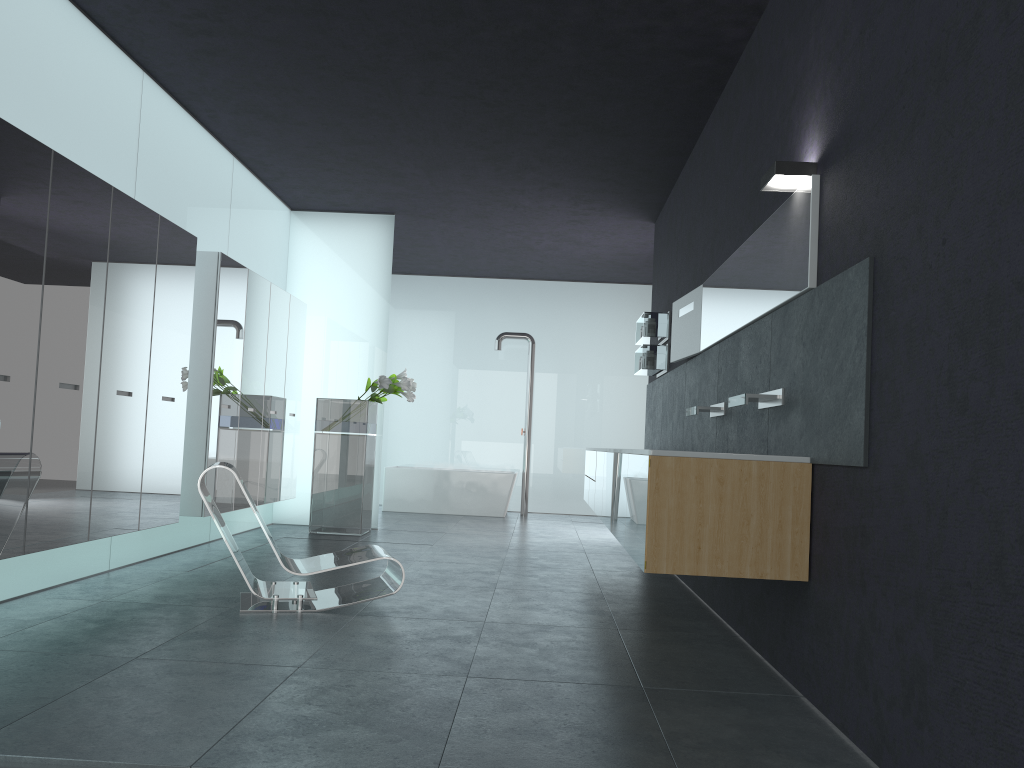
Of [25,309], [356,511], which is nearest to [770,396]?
[25,309]

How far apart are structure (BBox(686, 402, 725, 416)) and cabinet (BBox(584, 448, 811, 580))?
0.63m

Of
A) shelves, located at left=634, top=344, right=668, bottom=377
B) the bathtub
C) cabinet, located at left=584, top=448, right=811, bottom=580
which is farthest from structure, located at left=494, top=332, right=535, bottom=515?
cabinet, located at left=584, top=448, right=811, bottom=580

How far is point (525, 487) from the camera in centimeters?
1349cm

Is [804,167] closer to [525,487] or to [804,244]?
[804,244]

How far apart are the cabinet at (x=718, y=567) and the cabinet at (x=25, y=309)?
3.2m

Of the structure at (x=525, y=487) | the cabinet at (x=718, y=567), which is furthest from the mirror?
the structure at (x=525, y=487)

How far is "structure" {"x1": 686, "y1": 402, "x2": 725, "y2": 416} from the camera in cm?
595

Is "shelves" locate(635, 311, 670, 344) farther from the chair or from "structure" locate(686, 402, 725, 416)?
the chair

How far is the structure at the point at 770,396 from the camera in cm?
453
